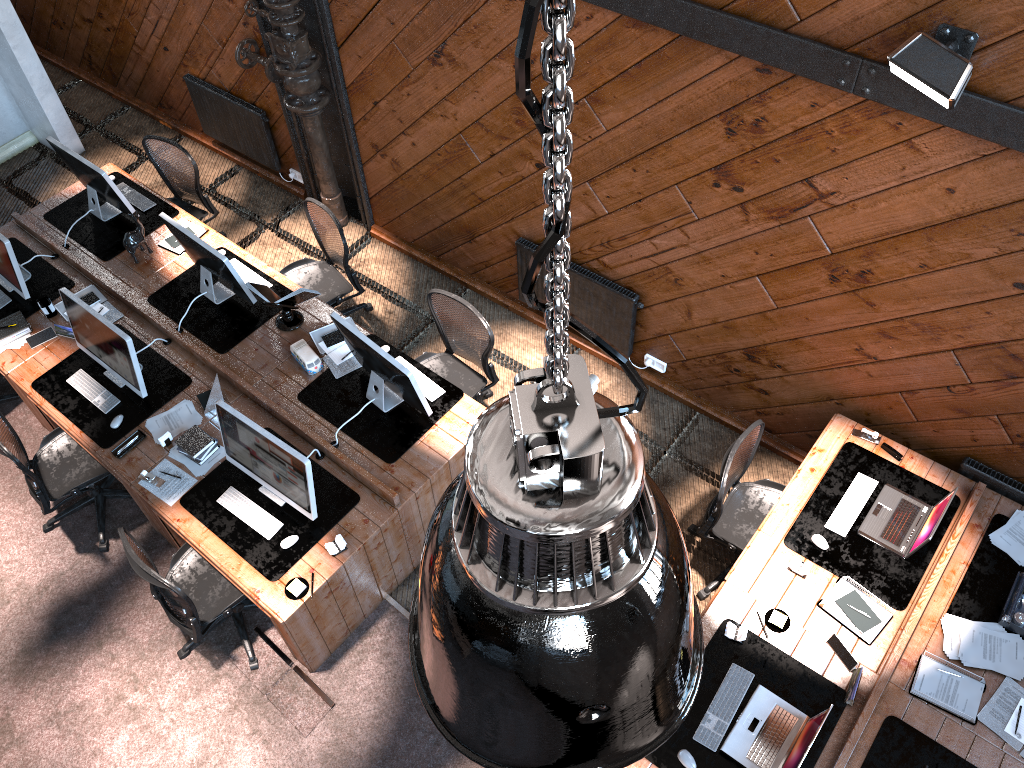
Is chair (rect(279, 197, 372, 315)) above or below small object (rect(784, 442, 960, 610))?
below

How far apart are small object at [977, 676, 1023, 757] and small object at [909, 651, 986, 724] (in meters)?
0.03

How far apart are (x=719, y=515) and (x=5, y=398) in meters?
5.2

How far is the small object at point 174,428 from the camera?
5.5 meters

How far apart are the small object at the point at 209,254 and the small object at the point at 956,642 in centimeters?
457cm

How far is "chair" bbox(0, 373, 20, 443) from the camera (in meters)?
6.52

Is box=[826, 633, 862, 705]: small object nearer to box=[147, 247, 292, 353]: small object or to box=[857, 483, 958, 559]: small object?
box=[857, 483, 958, 559]: small object

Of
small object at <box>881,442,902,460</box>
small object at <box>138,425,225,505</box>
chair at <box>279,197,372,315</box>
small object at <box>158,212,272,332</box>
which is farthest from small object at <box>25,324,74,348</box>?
small object at <box>881,442,902,460</box>

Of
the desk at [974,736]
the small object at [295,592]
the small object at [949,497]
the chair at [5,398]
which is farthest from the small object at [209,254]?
the small object at [949,497]

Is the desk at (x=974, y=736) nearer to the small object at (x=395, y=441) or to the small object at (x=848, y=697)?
the small object at (x=848, y=697)
